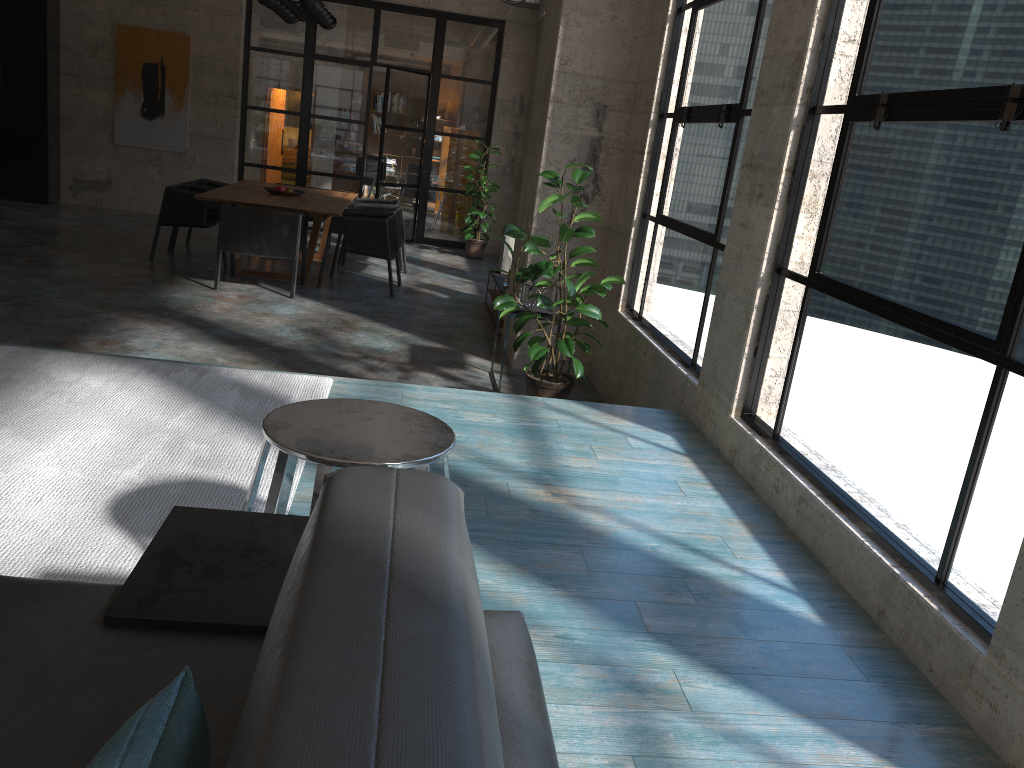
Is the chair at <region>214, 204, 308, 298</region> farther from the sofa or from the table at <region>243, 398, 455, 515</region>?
the sofa

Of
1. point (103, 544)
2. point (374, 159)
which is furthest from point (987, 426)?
point (374, 159)

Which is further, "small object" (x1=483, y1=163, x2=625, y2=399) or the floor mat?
"small object" (x1=483, y1=163, x2=625, y2=399)

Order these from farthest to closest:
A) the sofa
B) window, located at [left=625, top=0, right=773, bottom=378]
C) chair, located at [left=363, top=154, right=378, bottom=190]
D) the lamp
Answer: chair, located at [left=363, top=154, right=378, bottom=190], the lamp, window, located at [left=625, top=0, right=773, bottom=378], the sofa

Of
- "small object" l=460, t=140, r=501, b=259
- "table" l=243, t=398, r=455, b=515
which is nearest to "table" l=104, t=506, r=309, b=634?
"table" l=243, t=398, r=455, b=515

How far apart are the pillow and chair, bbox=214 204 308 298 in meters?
7.3

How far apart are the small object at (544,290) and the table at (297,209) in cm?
286

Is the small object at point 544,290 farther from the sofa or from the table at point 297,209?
the sofa

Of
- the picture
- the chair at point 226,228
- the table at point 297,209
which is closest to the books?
the table at point 297,209

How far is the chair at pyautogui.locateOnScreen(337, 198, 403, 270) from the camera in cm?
1055
